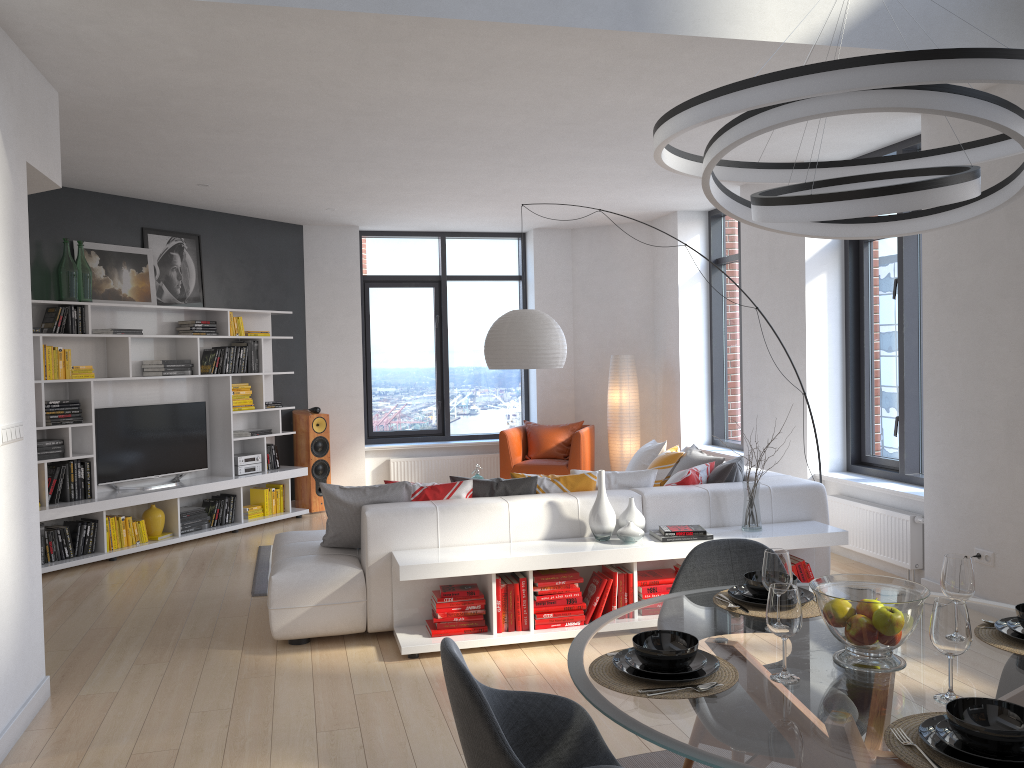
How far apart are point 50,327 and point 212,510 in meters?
2.1

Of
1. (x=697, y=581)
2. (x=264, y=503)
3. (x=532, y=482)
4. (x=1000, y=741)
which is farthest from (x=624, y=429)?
(x=1000, y=741)

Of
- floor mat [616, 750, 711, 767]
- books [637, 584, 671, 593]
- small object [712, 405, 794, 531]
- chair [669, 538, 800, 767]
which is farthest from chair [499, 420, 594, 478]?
chair [669, 538, 800, 767]

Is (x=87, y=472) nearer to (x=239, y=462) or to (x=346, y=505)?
(x=239, y=462)

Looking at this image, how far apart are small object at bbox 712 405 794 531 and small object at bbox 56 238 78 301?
5.25m

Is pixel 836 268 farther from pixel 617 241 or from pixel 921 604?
pixel 921 604

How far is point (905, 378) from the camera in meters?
6.2

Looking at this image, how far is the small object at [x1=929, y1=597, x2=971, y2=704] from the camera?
1.90m

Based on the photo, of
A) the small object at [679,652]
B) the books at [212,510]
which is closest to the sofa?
the books at [212,510]

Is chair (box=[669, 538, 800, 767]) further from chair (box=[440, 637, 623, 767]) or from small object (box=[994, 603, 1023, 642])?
small object (box=[994, 603, 1023, 642])
